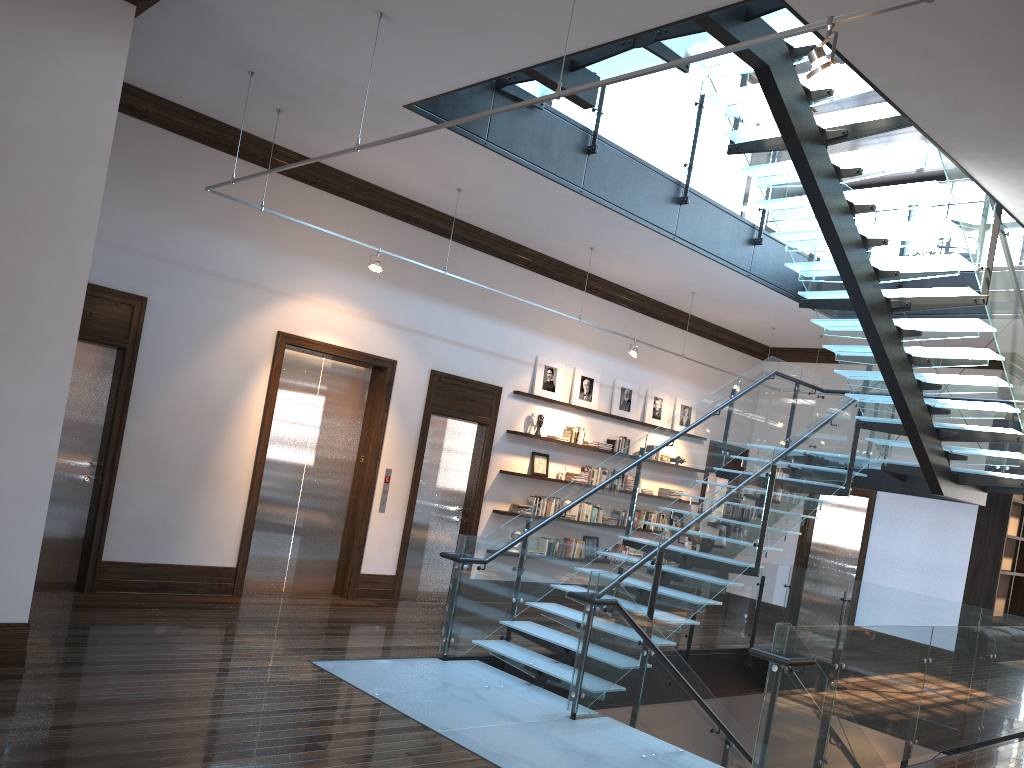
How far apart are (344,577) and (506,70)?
5.8m

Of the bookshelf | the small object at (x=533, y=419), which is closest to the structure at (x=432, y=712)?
the bookshelf

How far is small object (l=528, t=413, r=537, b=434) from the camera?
11.2 meters

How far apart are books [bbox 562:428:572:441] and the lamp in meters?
8.6

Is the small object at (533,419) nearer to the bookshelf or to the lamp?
the bookshelf

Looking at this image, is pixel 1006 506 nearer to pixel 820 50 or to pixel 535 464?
pixel 535 464

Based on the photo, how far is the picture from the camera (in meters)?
11.44

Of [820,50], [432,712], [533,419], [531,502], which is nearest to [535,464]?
[531,502]

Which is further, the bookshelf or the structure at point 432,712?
the bookshelf

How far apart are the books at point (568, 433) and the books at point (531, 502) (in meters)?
1.02
